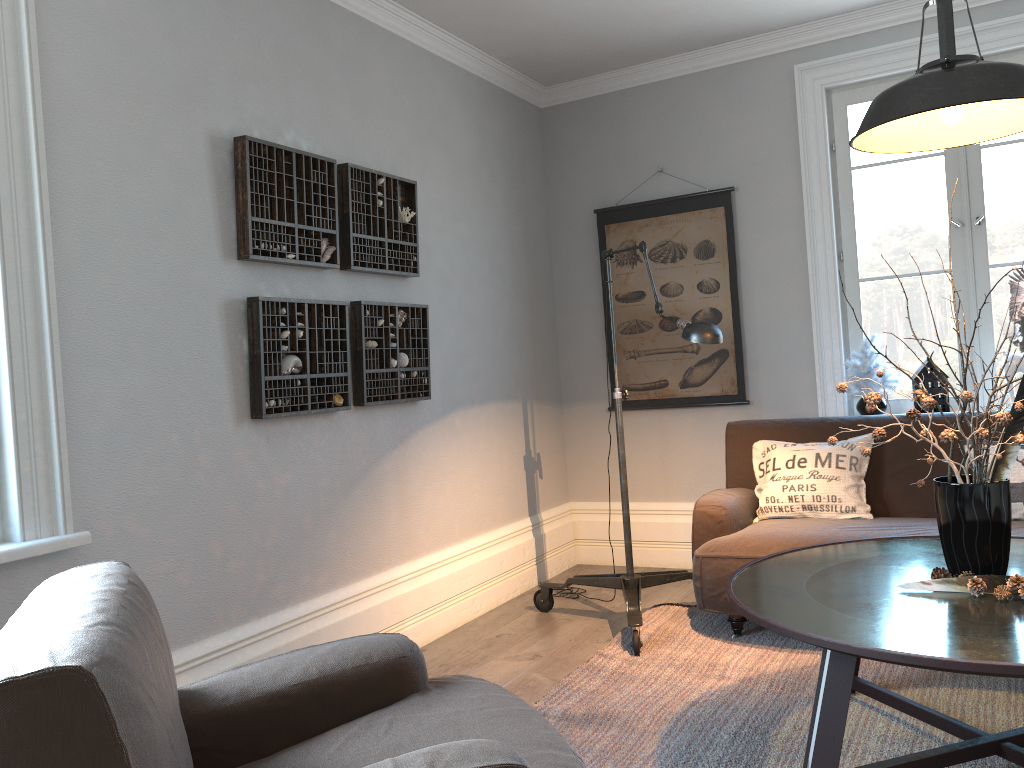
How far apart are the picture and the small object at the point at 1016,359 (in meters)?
1.23

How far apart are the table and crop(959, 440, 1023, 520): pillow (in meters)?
0.62

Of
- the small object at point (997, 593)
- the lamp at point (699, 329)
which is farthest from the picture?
the small object at point (997, 593)

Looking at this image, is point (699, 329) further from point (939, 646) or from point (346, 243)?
point (939, 646)

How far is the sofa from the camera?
3.4m

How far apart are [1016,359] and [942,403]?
0.4 meters

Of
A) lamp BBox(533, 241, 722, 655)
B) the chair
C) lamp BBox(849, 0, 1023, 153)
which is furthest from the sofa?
the chair

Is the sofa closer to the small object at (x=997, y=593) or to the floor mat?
the floor mat

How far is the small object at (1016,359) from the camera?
3.9 meters

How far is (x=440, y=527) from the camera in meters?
4.0
